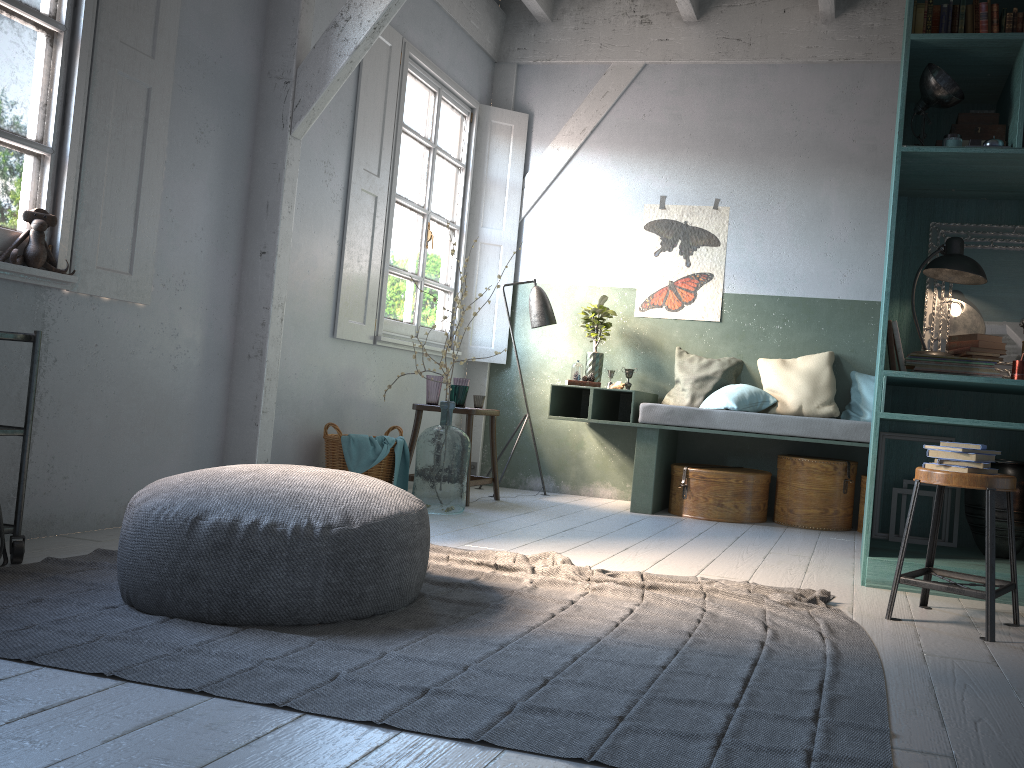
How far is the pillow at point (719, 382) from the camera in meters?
7.0

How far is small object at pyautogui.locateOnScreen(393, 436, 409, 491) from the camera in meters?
5.9 m

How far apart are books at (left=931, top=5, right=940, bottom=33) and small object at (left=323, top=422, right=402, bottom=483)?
3.99m

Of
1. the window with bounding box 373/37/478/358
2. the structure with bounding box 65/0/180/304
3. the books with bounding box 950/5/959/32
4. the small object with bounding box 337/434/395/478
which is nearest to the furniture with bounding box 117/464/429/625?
the structure with bounding box 65/0/180/304

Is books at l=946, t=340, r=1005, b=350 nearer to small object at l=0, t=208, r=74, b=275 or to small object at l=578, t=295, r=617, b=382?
small object at l=578, t=295, r=617, b=382

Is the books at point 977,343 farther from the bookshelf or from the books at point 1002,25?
the books at point 1002,25

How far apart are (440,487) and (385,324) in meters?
1.5

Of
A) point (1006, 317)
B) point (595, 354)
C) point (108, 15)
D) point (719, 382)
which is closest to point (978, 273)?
point (1006, 317)

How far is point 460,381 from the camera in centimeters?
672cm

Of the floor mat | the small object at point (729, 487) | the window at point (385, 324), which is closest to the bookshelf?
the floor mat
